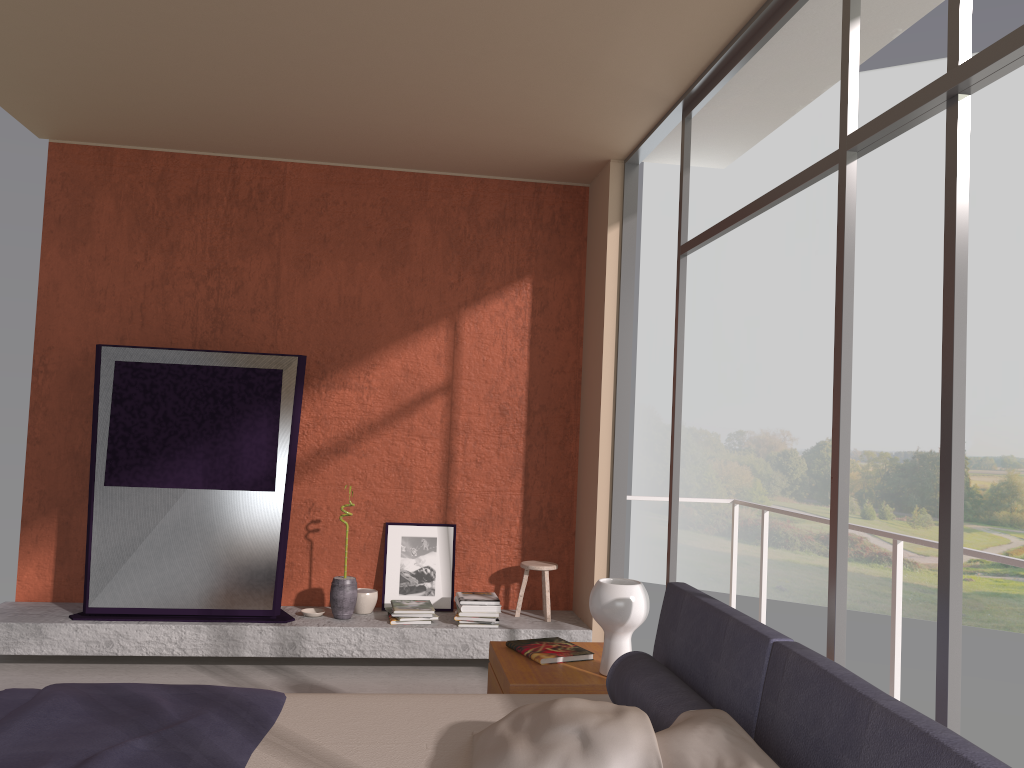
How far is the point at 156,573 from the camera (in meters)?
5.11

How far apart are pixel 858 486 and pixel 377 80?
18.8 meters

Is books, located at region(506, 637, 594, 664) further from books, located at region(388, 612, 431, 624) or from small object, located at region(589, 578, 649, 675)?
books, located at region(388, 612, 431, 624)

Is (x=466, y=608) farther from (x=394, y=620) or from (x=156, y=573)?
(x=156, y=573)

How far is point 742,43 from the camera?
3.76m

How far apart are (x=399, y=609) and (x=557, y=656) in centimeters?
208cm

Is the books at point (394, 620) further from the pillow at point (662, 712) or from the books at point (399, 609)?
the pillow at point (662, 712)

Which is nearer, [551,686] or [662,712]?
[662,712]

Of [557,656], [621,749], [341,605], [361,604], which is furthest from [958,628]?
[361,604]

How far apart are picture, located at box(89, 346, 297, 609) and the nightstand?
2.0 meters
